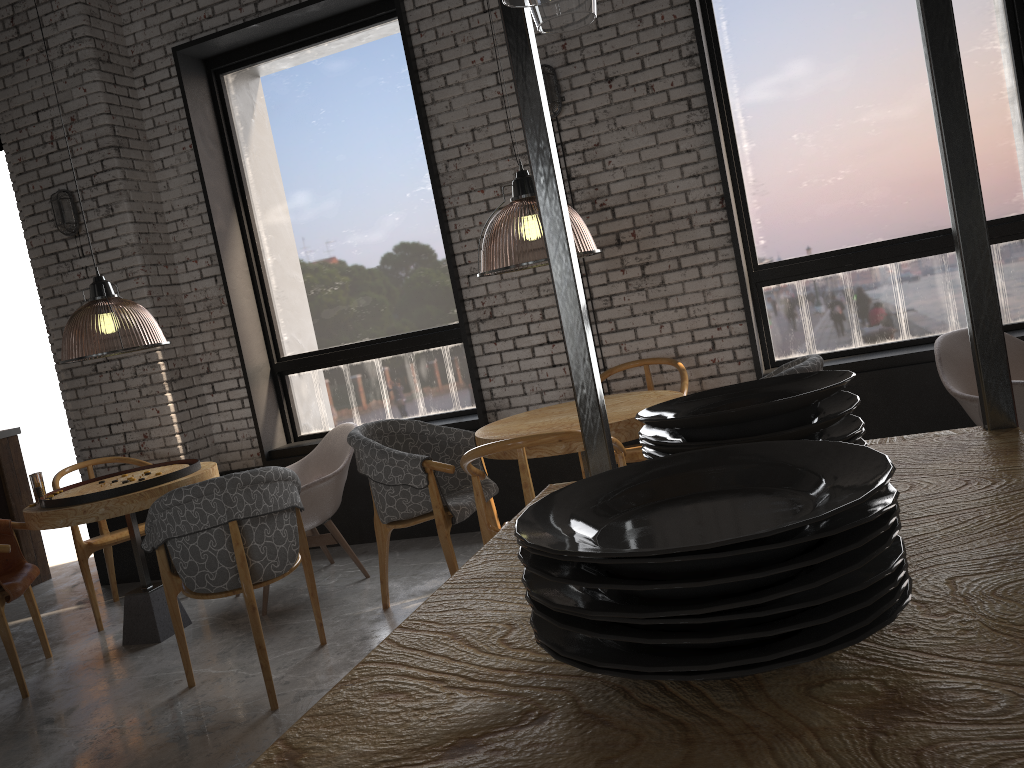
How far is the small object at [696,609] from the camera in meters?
0.6

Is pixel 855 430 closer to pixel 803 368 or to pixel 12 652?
pixel 803 368

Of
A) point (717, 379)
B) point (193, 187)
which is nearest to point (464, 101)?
point (193, 187)

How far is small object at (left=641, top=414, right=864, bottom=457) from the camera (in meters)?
1.00

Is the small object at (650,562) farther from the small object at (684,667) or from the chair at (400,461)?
the chair at (400,461)

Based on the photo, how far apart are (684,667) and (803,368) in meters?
2.9

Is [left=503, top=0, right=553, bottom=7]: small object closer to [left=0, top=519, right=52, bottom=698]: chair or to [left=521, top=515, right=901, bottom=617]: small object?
[left=521, top=515, right=901, bottom=617]: small object

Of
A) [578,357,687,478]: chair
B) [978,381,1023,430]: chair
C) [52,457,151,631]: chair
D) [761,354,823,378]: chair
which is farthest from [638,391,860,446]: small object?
[52,457,151,631]: chair

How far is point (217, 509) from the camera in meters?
3.4

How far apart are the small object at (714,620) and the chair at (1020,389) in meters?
2.2
